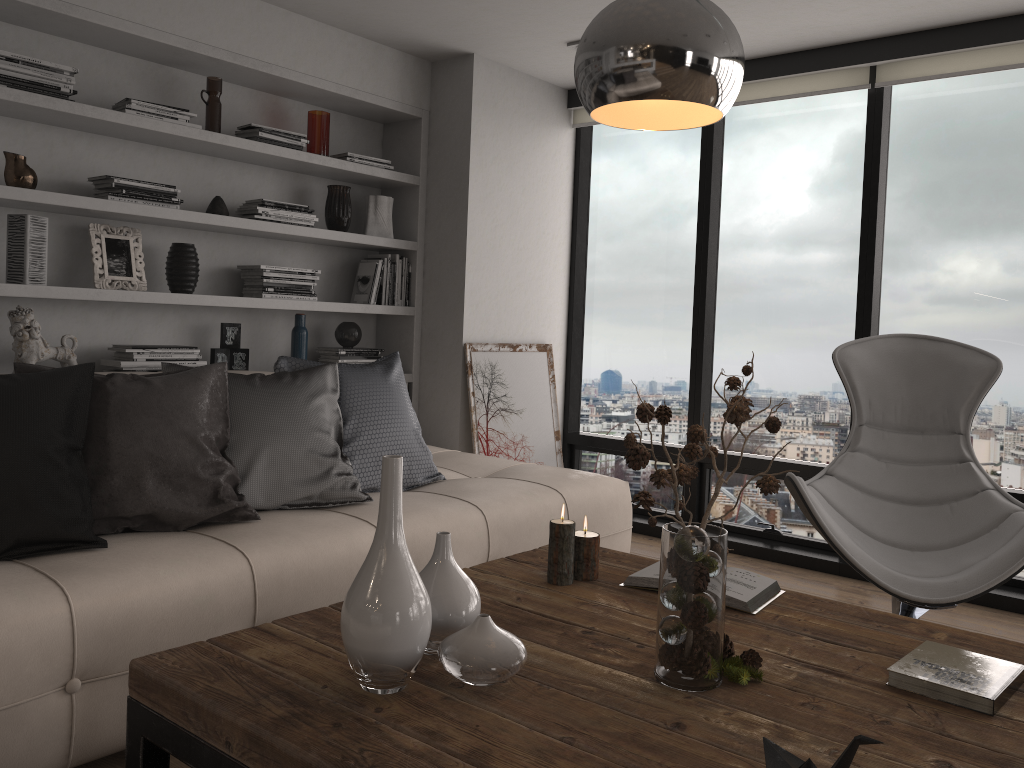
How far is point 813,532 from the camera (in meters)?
4.38

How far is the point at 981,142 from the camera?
3.88m

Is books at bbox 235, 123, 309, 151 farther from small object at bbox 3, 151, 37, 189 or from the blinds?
the blinds

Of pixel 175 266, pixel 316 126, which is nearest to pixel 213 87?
pixel 316 126

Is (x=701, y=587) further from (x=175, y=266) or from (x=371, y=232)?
(x=371, y=232)

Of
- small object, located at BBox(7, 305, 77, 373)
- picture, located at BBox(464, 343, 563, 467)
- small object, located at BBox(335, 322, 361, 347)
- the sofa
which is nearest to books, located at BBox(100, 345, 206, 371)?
small object, located at BBox(7, 305, 77, 373)

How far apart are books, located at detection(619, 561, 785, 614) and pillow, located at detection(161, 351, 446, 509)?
1.0 meters

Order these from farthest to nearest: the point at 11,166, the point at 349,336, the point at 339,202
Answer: the point at 349,336
the point at 339,202
the point at 11,166

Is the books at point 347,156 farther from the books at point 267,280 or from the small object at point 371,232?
the books at point 267,280

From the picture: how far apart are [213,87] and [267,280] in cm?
84
